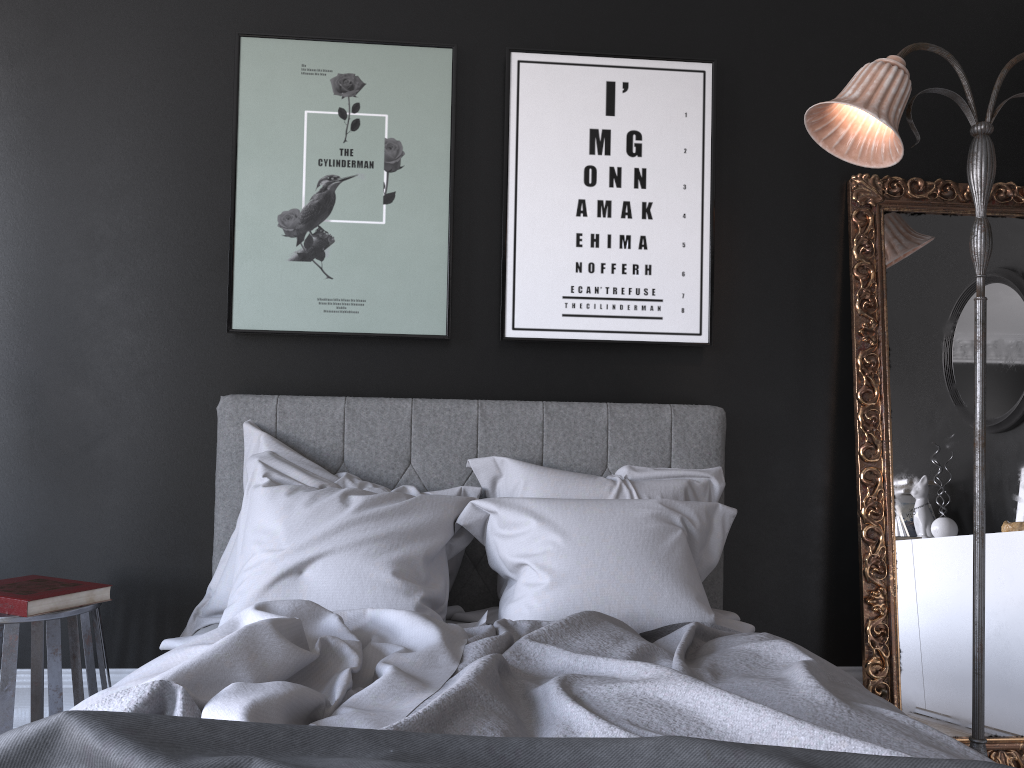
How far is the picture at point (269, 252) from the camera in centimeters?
317cm

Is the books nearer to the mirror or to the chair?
the chair

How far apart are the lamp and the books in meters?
→ 2.6

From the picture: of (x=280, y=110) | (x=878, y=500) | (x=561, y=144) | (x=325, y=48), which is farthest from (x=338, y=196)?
(x=878, y=500)

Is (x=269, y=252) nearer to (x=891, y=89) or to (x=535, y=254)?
(x=535, y=254)

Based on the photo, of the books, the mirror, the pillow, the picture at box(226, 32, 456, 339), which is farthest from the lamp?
the books

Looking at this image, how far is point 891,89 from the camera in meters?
2.6 m

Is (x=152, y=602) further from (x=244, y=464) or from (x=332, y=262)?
(x=332, y=262)

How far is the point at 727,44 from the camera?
3.40m

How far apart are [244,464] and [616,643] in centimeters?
150cm
